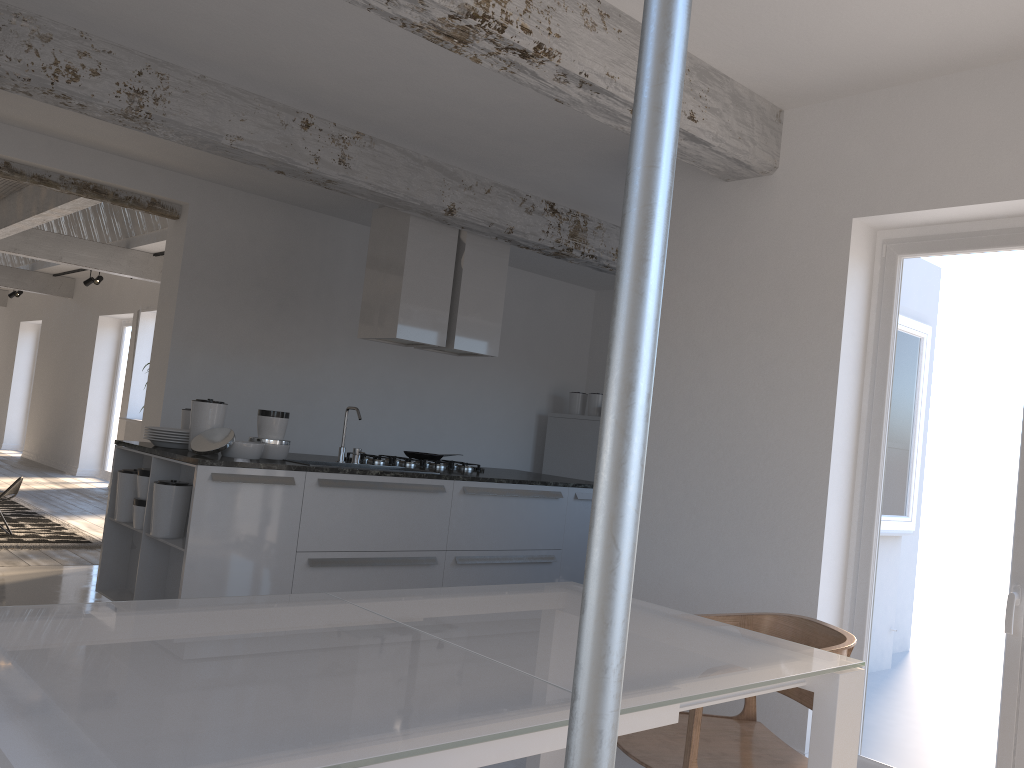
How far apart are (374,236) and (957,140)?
3.7m

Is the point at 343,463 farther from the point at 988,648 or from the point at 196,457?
the point at 988,648

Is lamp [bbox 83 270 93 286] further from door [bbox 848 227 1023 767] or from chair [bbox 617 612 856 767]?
chair [bbox 617 612 856 767]

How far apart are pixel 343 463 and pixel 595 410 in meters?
3.6

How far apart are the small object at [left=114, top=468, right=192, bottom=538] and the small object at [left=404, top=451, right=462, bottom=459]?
1.83m

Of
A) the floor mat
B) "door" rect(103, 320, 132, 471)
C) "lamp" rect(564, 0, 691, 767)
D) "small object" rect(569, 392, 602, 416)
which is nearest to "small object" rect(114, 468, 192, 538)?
the floor mat

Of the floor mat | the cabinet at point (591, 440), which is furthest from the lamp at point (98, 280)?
the cabinet at point (591, 440)

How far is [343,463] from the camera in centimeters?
533cm

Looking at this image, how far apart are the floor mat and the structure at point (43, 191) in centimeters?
268cm

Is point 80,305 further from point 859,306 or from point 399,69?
point 859,306
